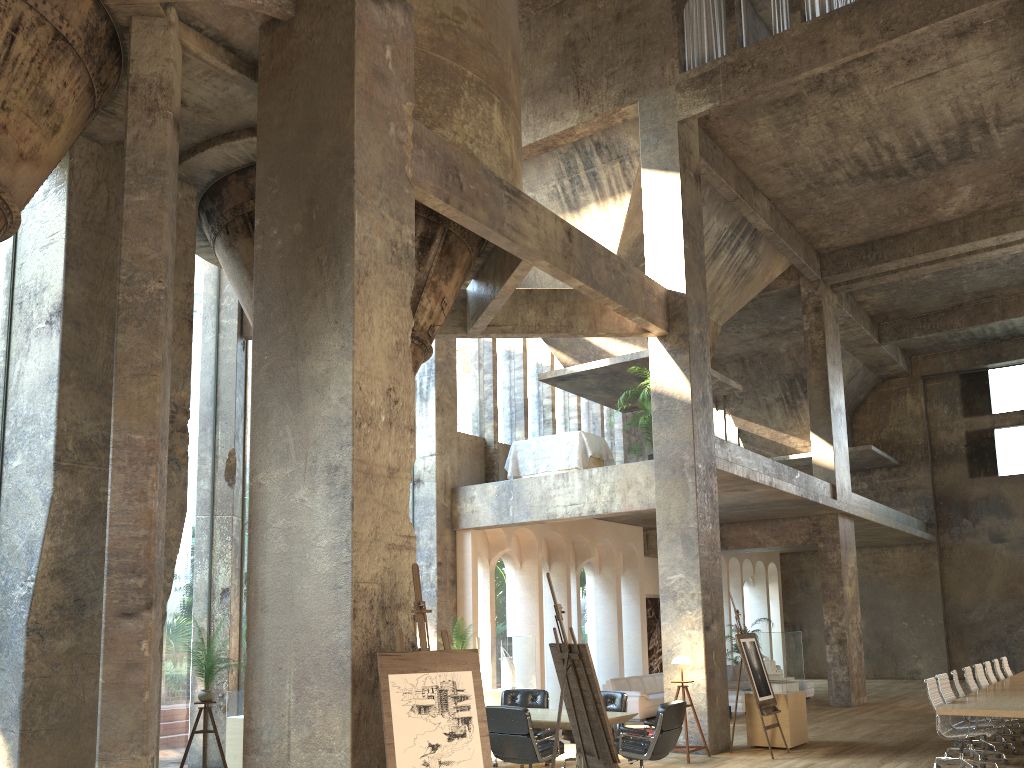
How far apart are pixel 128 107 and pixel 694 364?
8.0m

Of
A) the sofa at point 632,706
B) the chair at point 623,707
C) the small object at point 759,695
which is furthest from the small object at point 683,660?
the sofa at point 632,706

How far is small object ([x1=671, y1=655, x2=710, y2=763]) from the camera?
10.8 meters

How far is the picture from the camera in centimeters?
1951cm

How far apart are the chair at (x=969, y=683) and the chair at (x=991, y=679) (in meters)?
1.57

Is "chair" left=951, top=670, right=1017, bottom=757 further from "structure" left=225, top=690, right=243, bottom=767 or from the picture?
the picture

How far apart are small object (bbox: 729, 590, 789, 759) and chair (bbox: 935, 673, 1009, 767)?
2.0 meters

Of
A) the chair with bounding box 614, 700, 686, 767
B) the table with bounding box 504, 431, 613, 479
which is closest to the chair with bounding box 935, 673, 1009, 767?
the chair with bounding box 614, 700, 686, 767

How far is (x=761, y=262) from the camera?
18.28m

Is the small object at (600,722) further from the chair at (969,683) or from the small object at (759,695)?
the chair at (969,683)
